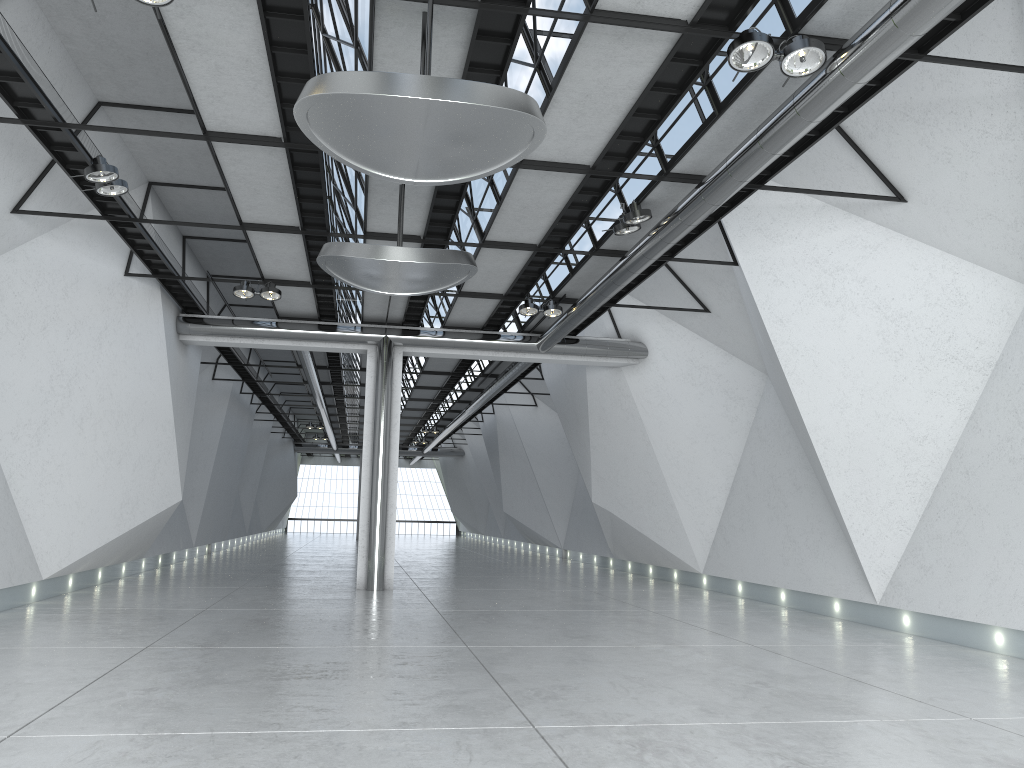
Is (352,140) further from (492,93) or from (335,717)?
(335,717)
